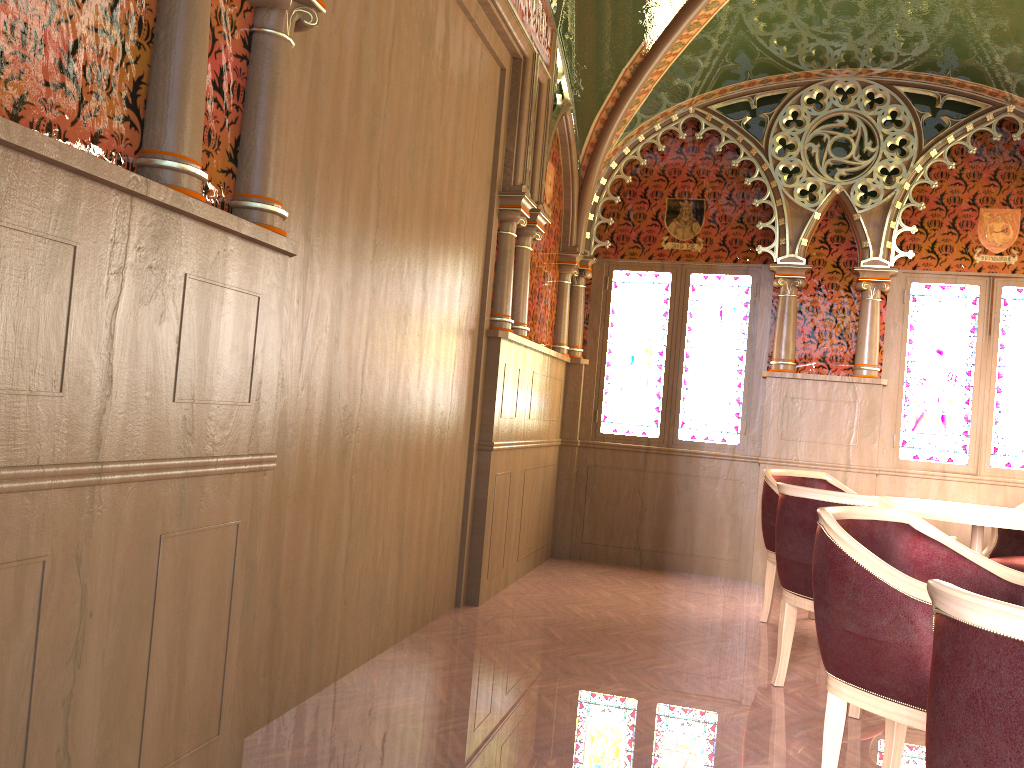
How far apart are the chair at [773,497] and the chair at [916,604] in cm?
205

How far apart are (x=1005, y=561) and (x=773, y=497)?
1.21m

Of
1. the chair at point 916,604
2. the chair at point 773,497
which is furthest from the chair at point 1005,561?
the chair at point 916,604

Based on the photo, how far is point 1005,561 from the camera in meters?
4.6 m

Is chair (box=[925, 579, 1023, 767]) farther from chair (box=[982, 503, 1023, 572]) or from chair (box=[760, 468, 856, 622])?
chair (box=[982, 503, 1023, 572])

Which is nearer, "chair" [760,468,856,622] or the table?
the table

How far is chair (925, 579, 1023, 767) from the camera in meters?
1.2 m

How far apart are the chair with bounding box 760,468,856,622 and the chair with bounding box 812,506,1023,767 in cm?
205

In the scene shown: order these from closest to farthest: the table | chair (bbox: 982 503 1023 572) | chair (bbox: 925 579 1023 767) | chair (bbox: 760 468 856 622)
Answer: chair (bbox: 925 579 1023 767) < the table < chair (bbox: 982 503 1023 572) < chair (bbox: 760 468 856 622)

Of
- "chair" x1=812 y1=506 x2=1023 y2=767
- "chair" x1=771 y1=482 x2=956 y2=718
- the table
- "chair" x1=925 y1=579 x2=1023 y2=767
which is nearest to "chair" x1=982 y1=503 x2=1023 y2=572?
the table
